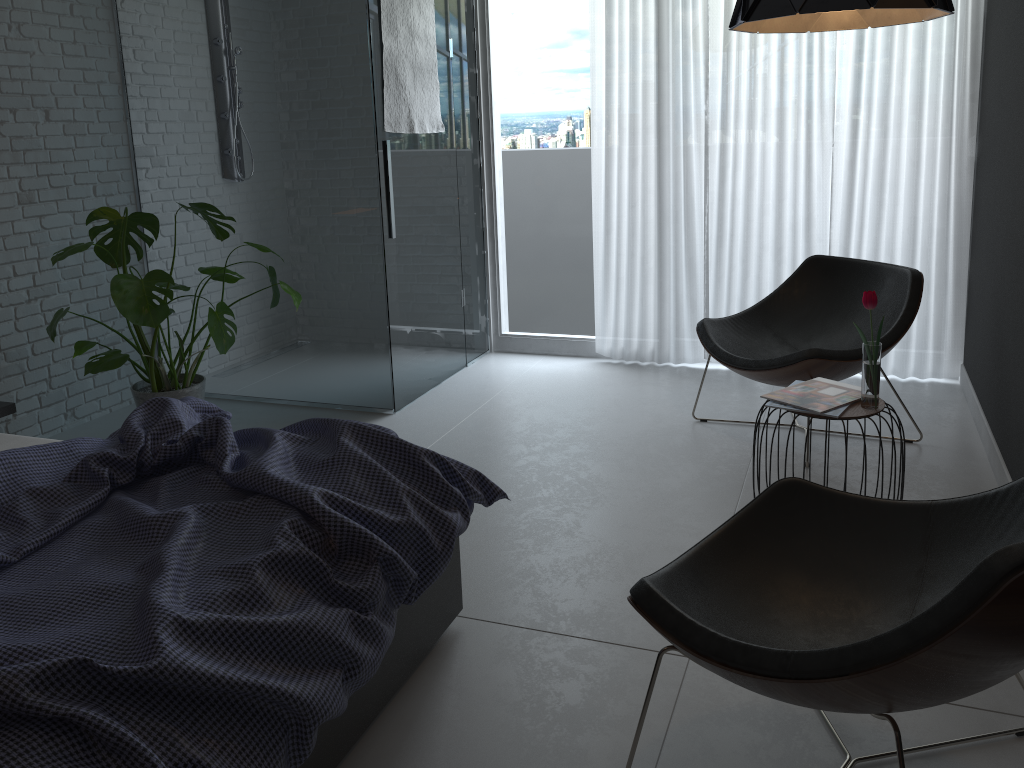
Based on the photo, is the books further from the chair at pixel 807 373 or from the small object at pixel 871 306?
the chair at pixel 807 373

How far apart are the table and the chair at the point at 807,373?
0.6m

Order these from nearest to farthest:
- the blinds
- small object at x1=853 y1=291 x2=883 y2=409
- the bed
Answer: the bed, small object at x1=853 y1=291 x2=883 y2=409, the blinds

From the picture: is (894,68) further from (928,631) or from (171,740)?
(171,740)

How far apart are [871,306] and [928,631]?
1.50m

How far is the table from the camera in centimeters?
262cm

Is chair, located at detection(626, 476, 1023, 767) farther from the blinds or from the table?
the blinds

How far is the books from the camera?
2.67m

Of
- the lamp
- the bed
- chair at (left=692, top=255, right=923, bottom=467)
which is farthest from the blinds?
the bed

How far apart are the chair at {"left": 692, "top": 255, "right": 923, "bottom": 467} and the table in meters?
0.6
